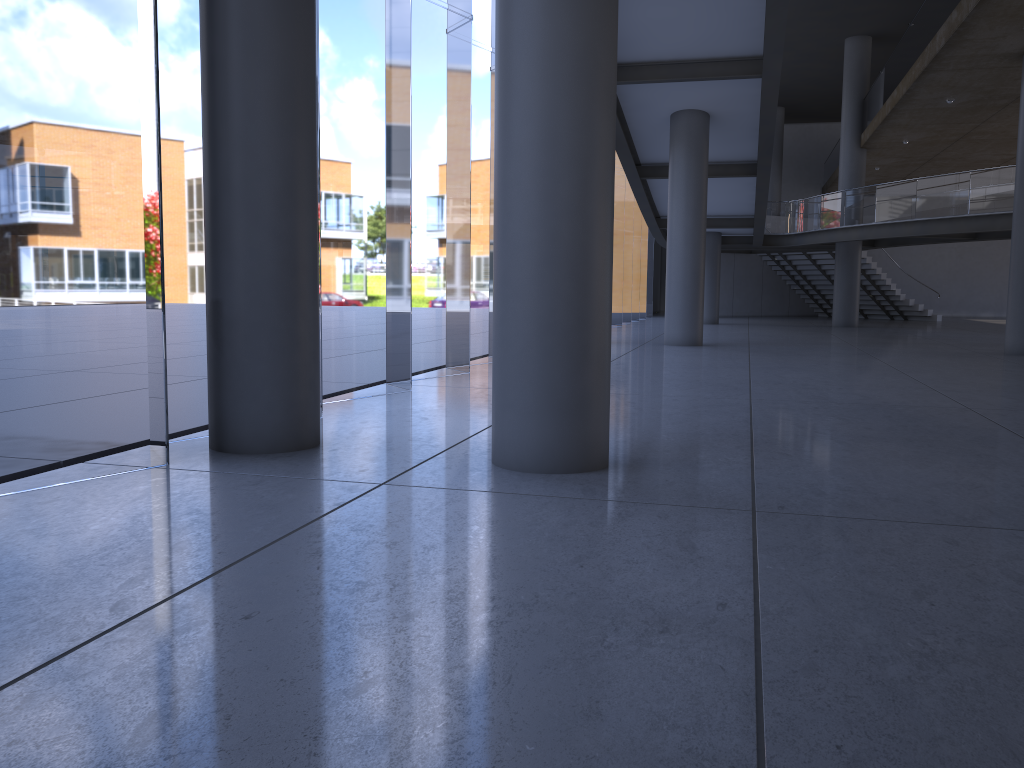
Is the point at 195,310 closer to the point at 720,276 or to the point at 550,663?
the point at 720,276
